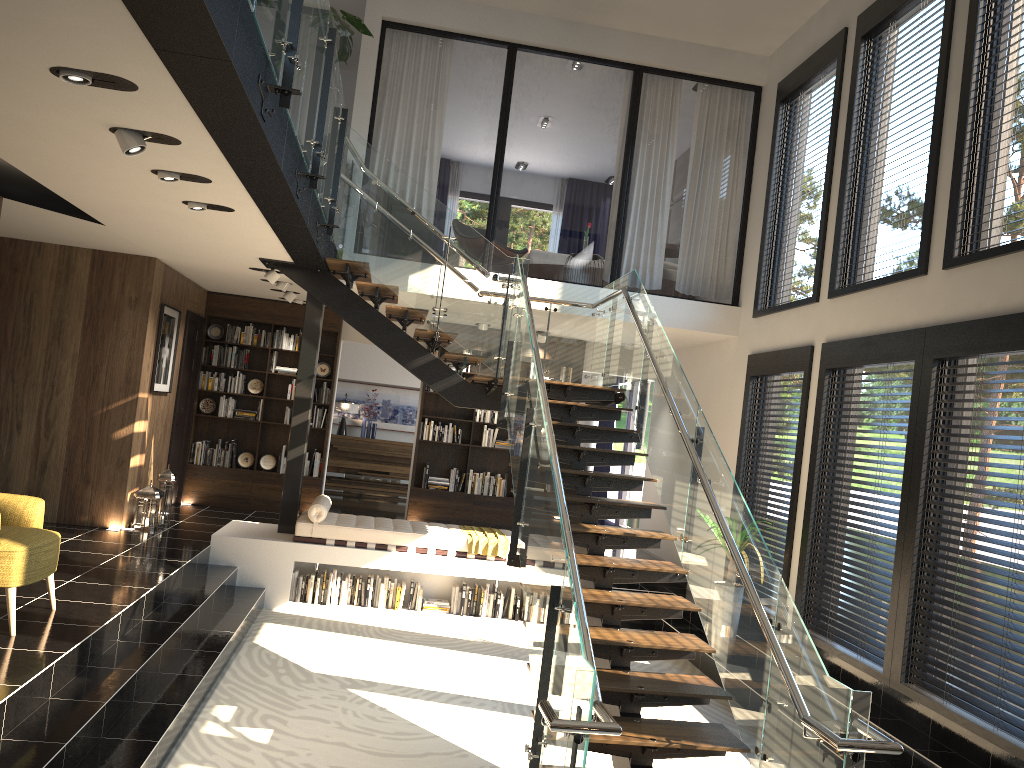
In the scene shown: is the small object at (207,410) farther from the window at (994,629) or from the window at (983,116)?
the window at (983,116)

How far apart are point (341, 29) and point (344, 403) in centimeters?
937cm

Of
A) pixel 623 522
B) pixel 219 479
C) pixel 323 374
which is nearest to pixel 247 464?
pixel 219 479

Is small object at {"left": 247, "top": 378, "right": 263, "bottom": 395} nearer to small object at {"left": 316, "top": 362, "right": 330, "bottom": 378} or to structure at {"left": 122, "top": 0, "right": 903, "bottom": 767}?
small object at {"left": 316, "top": 362, "right": 330, "bottom": 378}

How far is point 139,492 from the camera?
8.82m

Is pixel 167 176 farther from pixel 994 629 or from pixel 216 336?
pixel 216 336

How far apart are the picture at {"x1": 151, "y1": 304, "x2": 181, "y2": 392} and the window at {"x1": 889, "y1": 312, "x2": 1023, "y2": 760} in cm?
713

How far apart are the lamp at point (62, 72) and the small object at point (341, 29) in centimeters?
237cm

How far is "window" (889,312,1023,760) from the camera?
5.2m

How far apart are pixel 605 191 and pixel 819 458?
14.9 meters
